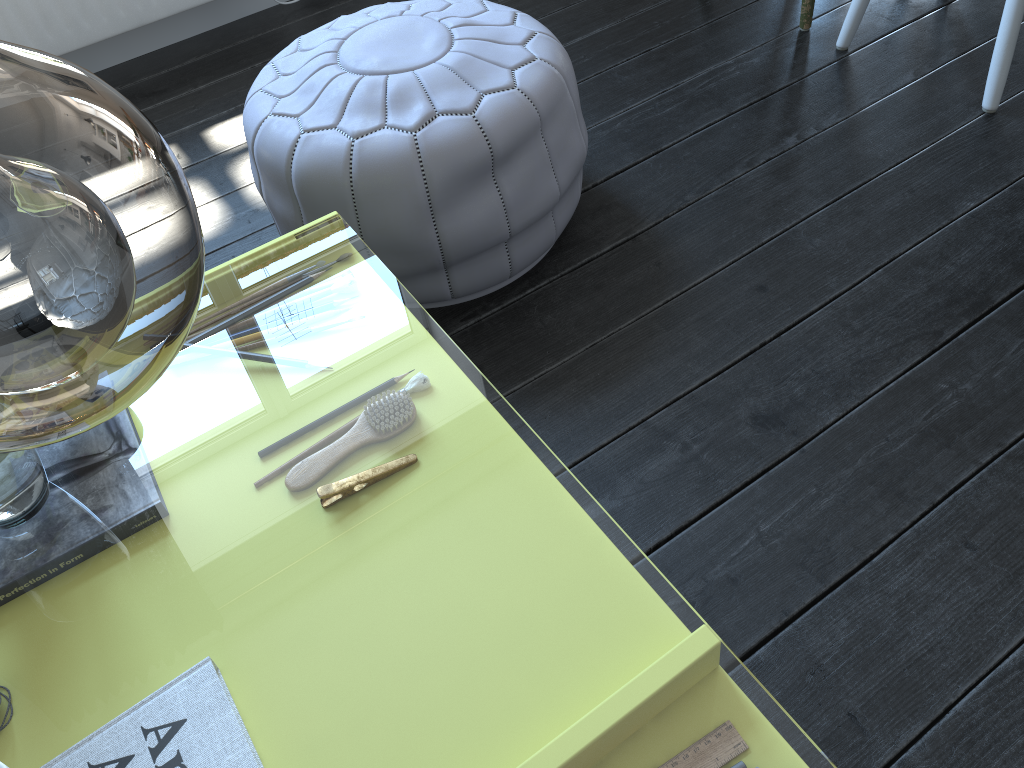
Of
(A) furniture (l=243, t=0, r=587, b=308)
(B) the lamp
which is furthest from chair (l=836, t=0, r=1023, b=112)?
(B) the lamp

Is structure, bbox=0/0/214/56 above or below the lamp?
below

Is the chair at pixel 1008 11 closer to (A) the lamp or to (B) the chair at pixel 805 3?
(B) the chair at pixel 805 3

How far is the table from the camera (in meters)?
9.93

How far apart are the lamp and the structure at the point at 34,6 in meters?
2.4

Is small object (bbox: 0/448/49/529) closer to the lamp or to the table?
the table

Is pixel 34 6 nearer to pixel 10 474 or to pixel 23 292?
pixel 10 474

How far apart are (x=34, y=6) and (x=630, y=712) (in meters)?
9.38

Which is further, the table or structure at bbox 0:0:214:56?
the table

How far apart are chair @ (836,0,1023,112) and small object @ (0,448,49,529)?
1.77m
